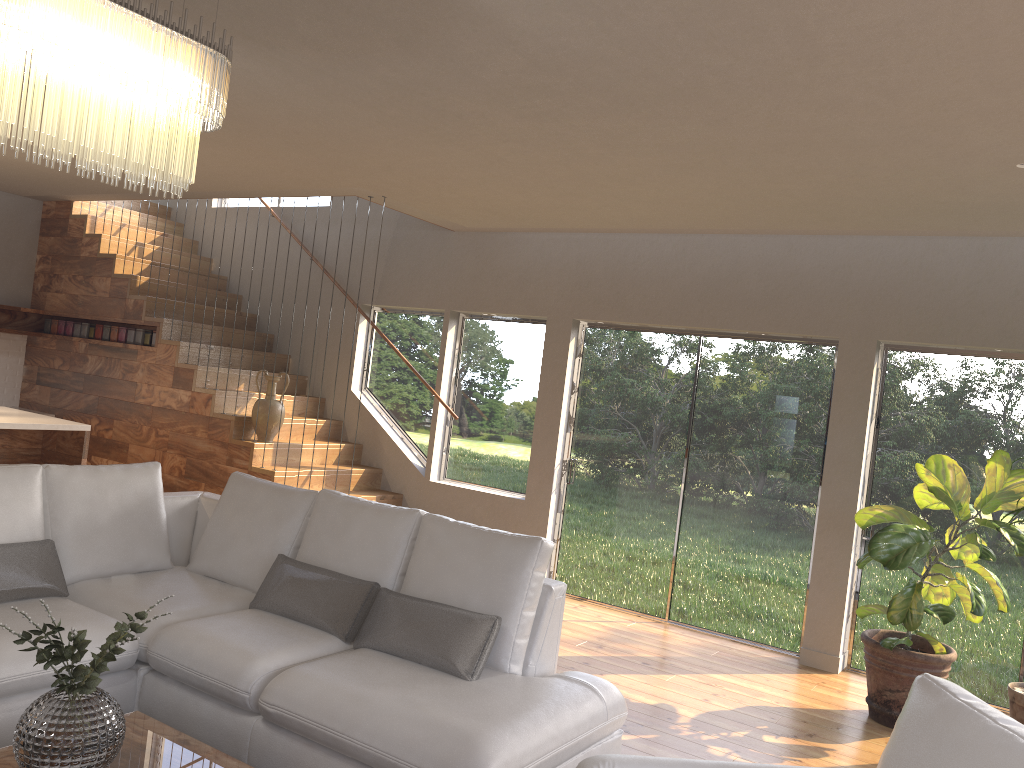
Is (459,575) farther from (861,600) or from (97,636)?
(861,600)

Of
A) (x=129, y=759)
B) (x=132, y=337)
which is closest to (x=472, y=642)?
(x=129, y=759)

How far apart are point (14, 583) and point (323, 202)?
5.6m

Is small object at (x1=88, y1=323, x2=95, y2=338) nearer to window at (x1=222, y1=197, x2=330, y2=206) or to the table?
window at (x1=222, y1=197, x2=330, y2=206)

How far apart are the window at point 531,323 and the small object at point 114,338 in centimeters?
226cm

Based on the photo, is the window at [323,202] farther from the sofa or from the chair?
the chair

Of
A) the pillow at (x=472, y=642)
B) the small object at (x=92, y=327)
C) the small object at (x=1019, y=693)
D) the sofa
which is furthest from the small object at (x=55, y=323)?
the small object at (x=1019, y=693)

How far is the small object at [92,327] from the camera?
8.1 meters

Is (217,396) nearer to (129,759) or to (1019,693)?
(129,759)

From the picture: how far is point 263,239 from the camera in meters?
8.7 m
